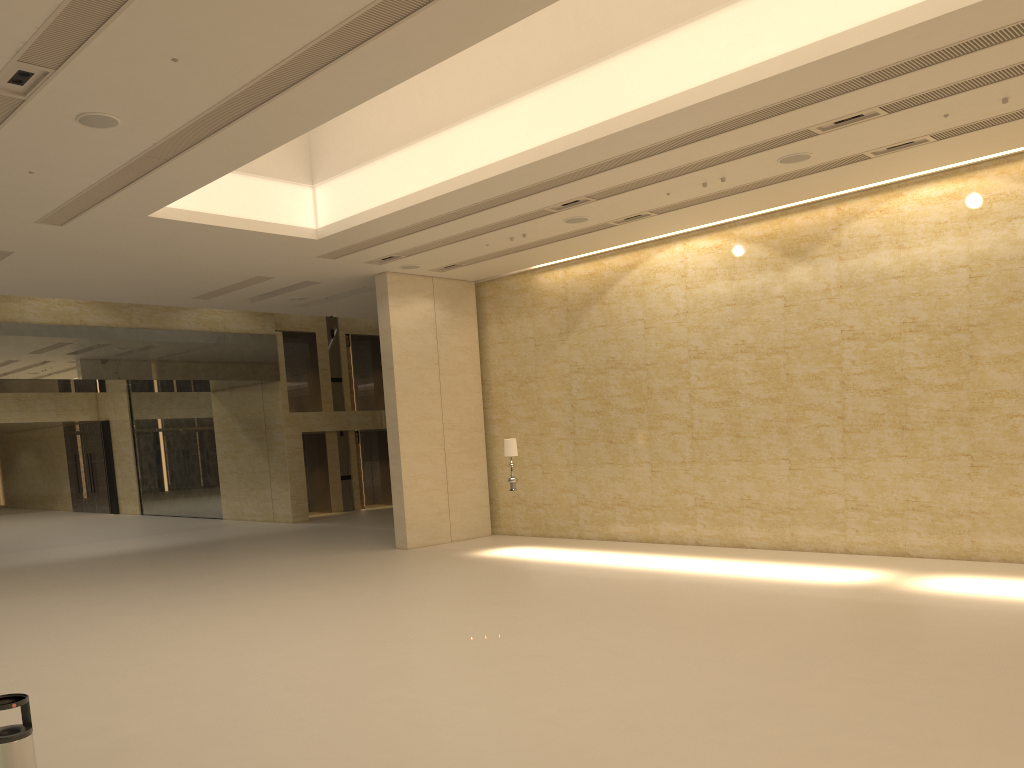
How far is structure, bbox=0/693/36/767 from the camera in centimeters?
468cm

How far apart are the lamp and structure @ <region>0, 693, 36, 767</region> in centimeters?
1257cm

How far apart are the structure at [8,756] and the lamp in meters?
12.6 m

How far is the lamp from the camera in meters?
→ 17.2 m

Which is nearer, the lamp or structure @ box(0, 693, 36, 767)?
structure @ box(0, 693, 36, 767)

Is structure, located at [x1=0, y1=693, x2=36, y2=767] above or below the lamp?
below
